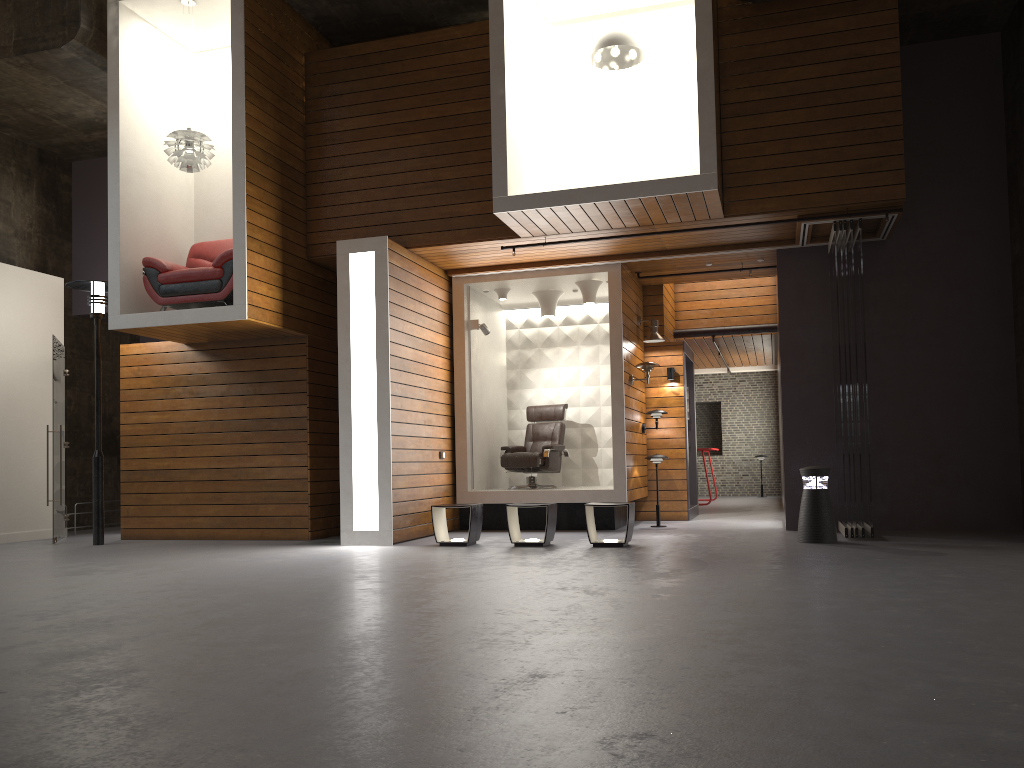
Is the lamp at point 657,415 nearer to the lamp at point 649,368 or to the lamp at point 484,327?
the lamp at point 649,368

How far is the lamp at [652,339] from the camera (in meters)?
10.93

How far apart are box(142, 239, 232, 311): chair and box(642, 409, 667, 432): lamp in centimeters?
522cm

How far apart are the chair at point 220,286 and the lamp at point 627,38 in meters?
4.1

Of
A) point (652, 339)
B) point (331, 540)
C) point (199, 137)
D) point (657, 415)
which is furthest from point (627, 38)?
point (331, 540)

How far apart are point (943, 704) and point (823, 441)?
7.0 meters

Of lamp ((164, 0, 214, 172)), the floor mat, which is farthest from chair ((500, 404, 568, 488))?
lamp ((164, 0, 214, 172))

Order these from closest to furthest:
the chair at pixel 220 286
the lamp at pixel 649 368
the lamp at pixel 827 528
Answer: the lamp at pixel 827 528 → the chair at pixel 220 286 → the lamp at pixel 649 368

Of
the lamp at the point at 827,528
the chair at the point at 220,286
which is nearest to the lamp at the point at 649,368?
the lamp at the point at 827,528

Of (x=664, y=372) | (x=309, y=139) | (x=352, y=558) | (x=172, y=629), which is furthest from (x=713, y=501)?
(x=172, y=629)
